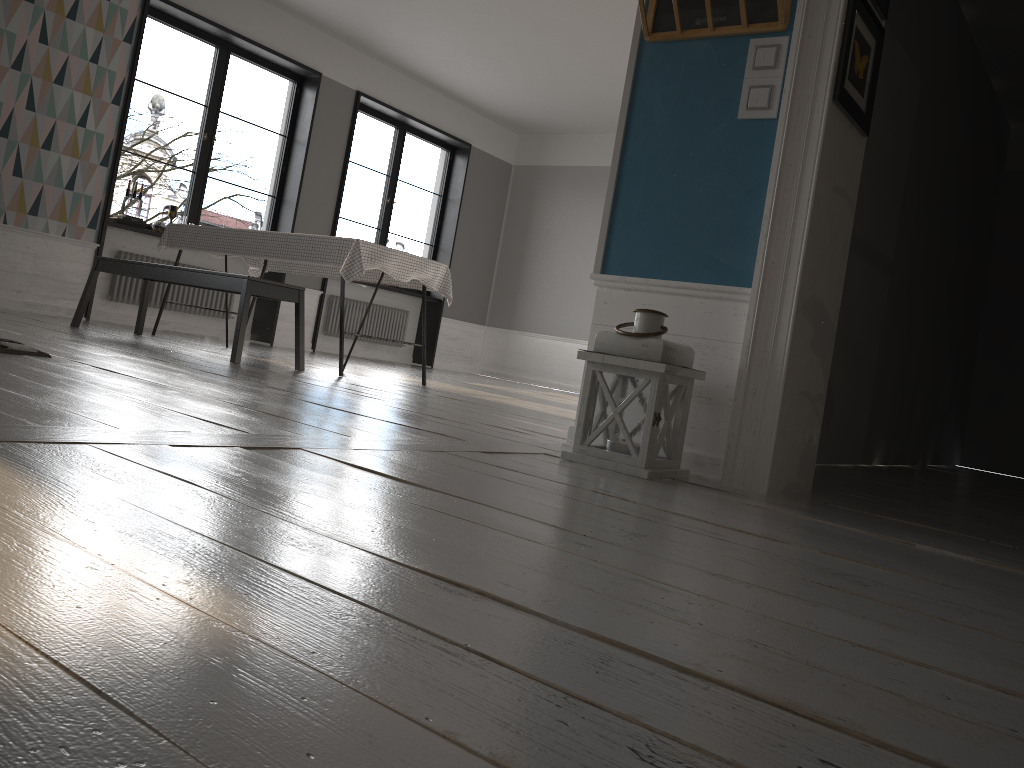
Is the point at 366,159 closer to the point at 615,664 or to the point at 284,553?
the point at 284,553

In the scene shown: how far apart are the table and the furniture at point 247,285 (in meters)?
0.24

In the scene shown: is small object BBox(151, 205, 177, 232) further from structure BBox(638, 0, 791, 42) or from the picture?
the picture

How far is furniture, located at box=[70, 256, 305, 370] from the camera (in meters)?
4.56

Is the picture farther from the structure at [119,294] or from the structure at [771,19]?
the structure at [119,294]

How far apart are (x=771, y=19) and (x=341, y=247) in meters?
2.9 m

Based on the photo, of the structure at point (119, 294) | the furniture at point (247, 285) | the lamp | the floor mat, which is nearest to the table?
the furniture at point (247, 285)

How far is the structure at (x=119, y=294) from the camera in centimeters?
722cm

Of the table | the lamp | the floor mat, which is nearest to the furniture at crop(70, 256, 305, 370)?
the table

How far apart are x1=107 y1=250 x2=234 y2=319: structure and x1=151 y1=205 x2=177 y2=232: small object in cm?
28
